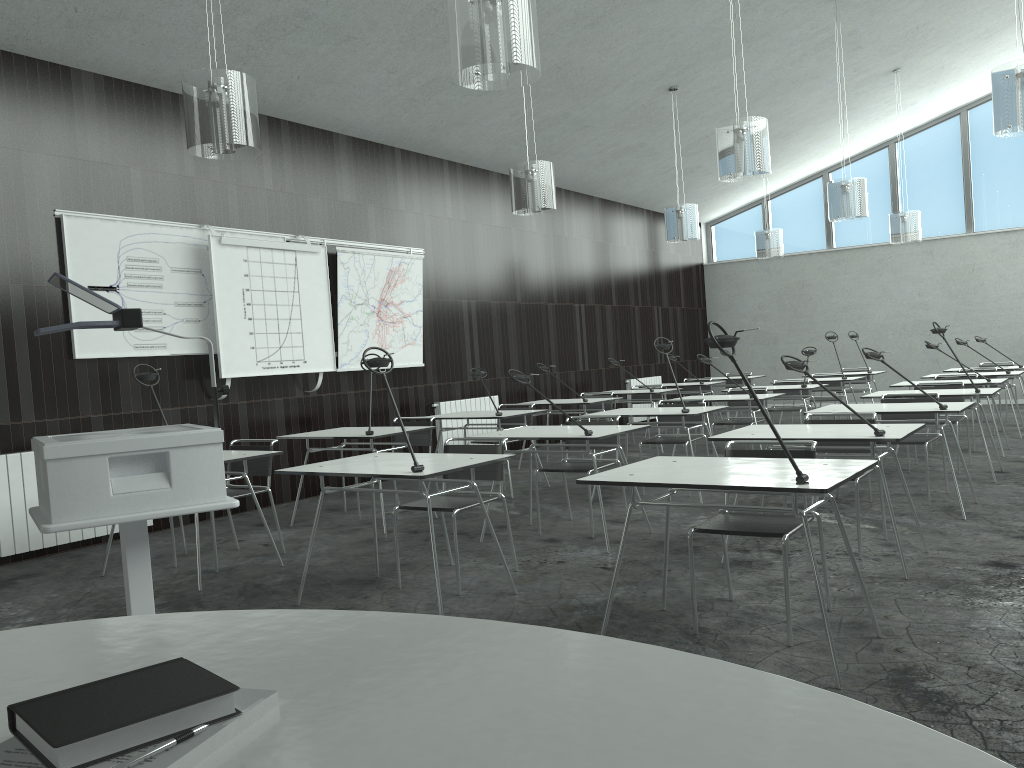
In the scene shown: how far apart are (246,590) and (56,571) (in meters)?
1.53

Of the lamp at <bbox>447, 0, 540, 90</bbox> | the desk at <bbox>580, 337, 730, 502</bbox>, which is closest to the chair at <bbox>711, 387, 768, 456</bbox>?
the desk at <bbox>580, 337, 730, 502</bbox>

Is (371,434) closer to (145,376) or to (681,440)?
(145,376)

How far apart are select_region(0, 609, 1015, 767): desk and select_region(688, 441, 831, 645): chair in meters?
2.2

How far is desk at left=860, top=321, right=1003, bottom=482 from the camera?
6.4m

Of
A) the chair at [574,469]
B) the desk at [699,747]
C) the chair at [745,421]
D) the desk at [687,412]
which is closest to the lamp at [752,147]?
the desk at [687,412]

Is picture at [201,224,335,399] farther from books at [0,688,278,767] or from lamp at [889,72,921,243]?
lamp at [889,72,921,243]

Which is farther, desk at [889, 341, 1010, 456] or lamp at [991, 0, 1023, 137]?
desk at [889, 341, 1010, 456]

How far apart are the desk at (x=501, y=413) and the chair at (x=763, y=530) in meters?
3.4

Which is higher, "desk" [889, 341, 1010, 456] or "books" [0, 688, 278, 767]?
"books" [0, 688, 278, 767]
